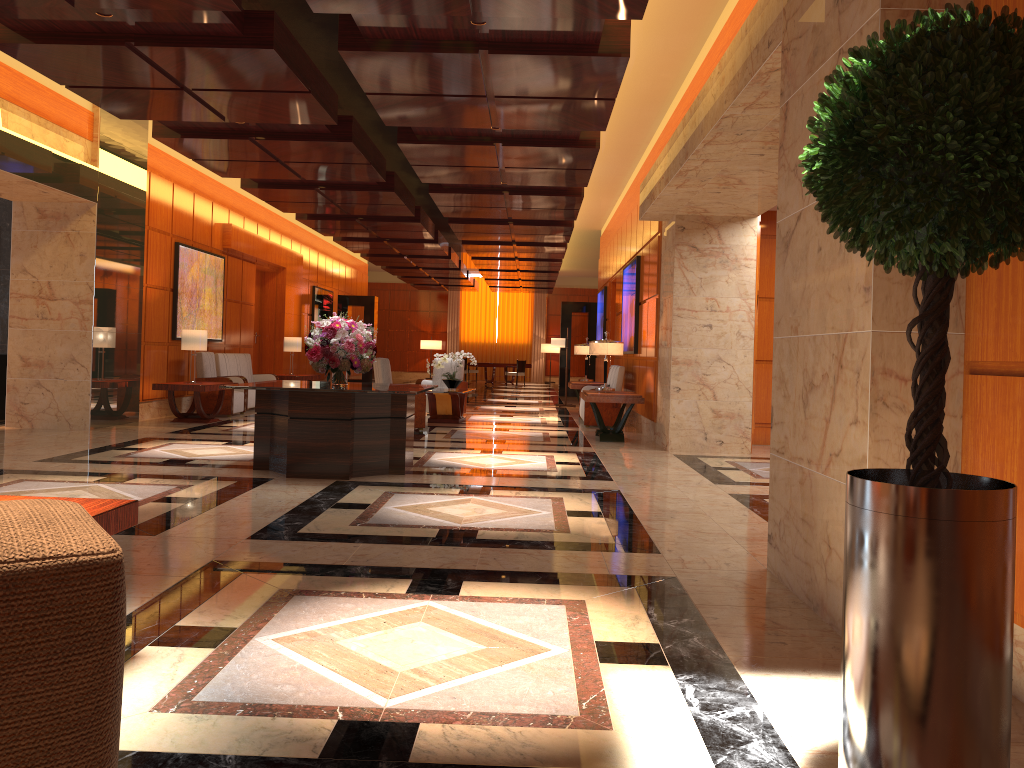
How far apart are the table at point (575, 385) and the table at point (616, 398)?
3.39m

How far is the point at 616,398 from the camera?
10.95m

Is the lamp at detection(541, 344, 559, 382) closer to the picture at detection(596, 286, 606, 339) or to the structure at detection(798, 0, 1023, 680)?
the picture at detection(596, 286, 606, 339)

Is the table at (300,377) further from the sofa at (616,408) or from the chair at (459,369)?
the sofa at (616,408)

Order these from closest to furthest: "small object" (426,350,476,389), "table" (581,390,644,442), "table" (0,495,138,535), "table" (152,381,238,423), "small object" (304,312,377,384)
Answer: "table" (0,495,138,535)
"small object" (304,312,377,384)
"table" (581,390,644,442)
"table" (152,381,238,423)
"small object" (426,350,476,389)

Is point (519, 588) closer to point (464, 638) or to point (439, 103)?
point (464, 638)

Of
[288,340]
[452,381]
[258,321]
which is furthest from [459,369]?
[258,321]

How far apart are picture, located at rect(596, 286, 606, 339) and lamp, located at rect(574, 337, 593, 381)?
3.5m

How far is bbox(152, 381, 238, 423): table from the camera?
11.7m

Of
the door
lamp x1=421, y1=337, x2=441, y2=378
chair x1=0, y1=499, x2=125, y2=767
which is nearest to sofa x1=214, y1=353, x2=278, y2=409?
the door
